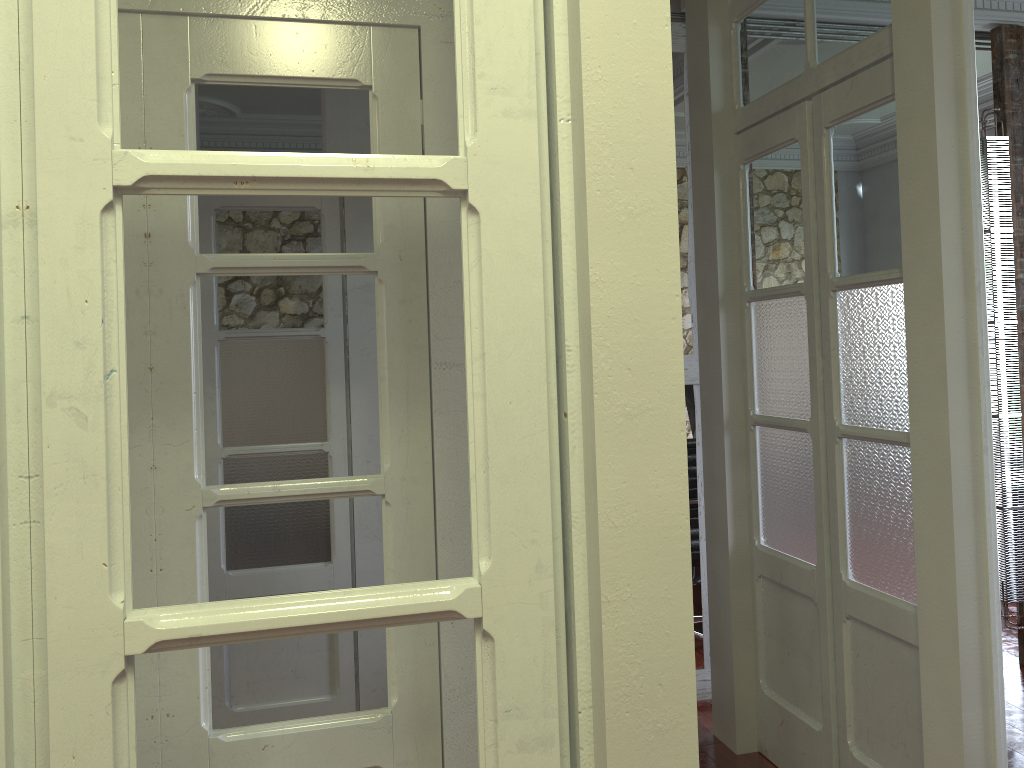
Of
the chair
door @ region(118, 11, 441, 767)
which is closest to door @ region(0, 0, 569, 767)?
door @ region(118, 11, 441, 767)

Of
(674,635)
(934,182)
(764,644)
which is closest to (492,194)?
(674,635)

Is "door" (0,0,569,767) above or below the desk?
above

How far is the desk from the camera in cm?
472

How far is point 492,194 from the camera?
0.9m

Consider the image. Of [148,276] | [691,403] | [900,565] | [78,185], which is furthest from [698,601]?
[78,185]

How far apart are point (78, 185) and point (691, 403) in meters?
4.5 m

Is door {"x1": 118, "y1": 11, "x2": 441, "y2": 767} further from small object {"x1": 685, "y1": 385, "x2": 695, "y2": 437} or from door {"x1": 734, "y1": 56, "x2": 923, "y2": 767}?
small object {"x1": 685, "y1": 385, "x2": 695, "y2": 437}

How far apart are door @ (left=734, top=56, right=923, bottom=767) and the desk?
1.6 meters

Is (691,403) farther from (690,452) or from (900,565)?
(900,565)
